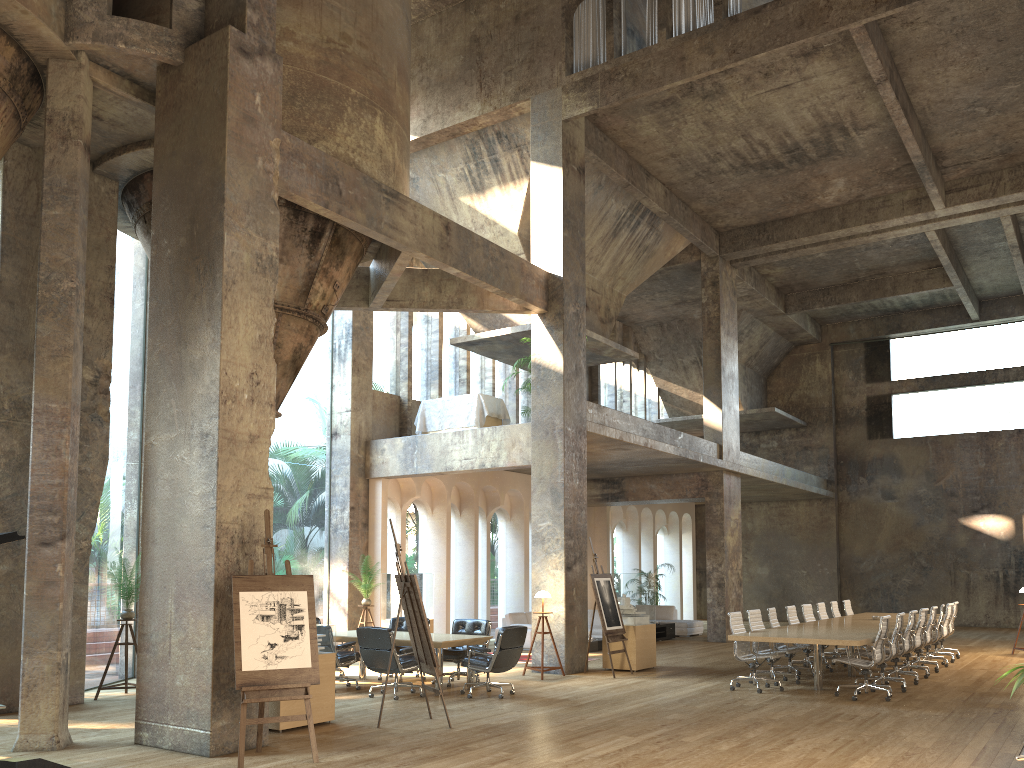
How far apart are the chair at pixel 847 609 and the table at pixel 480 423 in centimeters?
736cm

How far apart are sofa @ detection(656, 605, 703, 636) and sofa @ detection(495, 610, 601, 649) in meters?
2.7 m

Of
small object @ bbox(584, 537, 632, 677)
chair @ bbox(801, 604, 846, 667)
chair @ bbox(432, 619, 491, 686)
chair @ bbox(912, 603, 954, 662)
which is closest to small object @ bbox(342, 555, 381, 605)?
chair @ bbox(432, 619, 491, 686)

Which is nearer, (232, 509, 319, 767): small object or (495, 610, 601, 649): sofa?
(232, 509, 319, 767): small object

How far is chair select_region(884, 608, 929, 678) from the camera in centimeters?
1283cm

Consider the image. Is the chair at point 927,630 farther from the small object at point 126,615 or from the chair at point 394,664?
the small object at point 126,615

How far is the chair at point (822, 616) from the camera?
15.1m

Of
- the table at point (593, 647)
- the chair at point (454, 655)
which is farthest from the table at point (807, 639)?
the table at point (593, 647)

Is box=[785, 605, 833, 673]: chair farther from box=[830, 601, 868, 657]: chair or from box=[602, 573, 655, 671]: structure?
box=[830, 601, 868, 657]: chair

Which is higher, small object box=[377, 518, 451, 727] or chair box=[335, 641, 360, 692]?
small object box=[377, 518, 451, 727]
